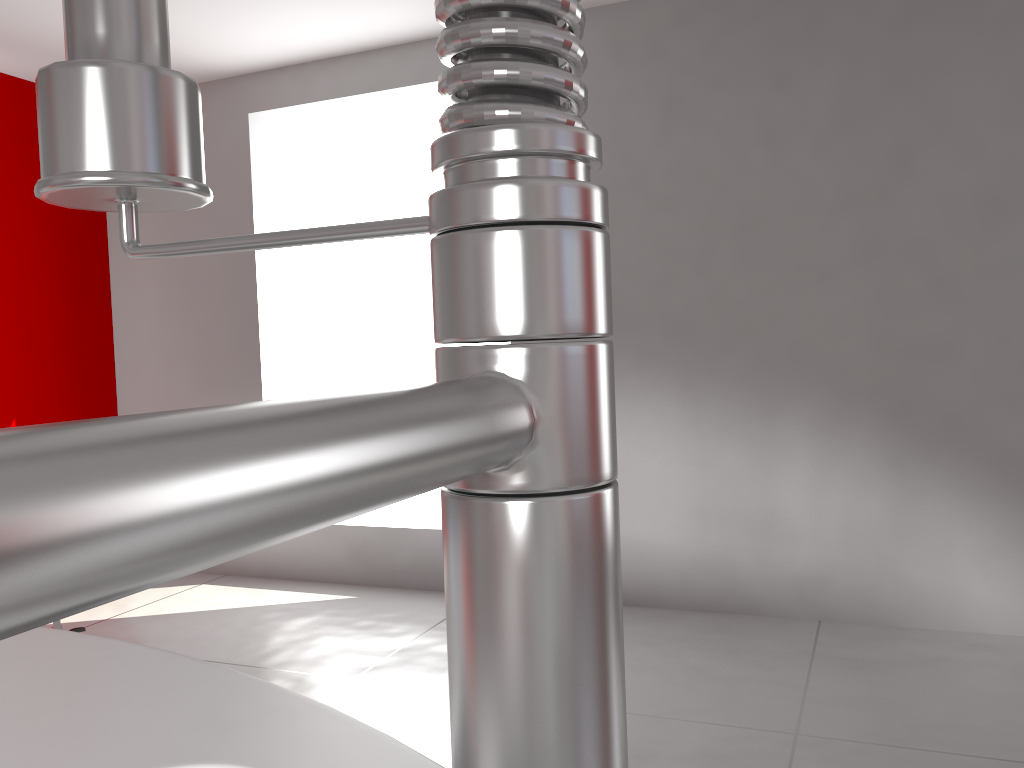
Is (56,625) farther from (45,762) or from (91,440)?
(91,440)

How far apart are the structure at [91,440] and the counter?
0.40m

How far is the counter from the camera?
0.6 meters

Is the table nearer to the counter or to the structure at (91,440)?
the counter

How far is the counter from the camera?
0.6m

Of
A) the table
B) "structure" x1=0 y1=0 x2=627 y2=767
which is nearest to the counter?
"structure" x1=0 y1=0 x2=627 y2=767

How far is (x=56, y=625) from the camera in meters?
3.4

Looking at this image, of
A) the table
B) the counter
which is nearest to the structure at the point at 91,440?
the counter

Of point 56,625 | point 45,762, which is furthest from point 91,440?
point 56,625

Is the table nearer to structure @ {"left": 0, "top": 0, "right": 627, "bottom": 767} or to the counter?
the counter
